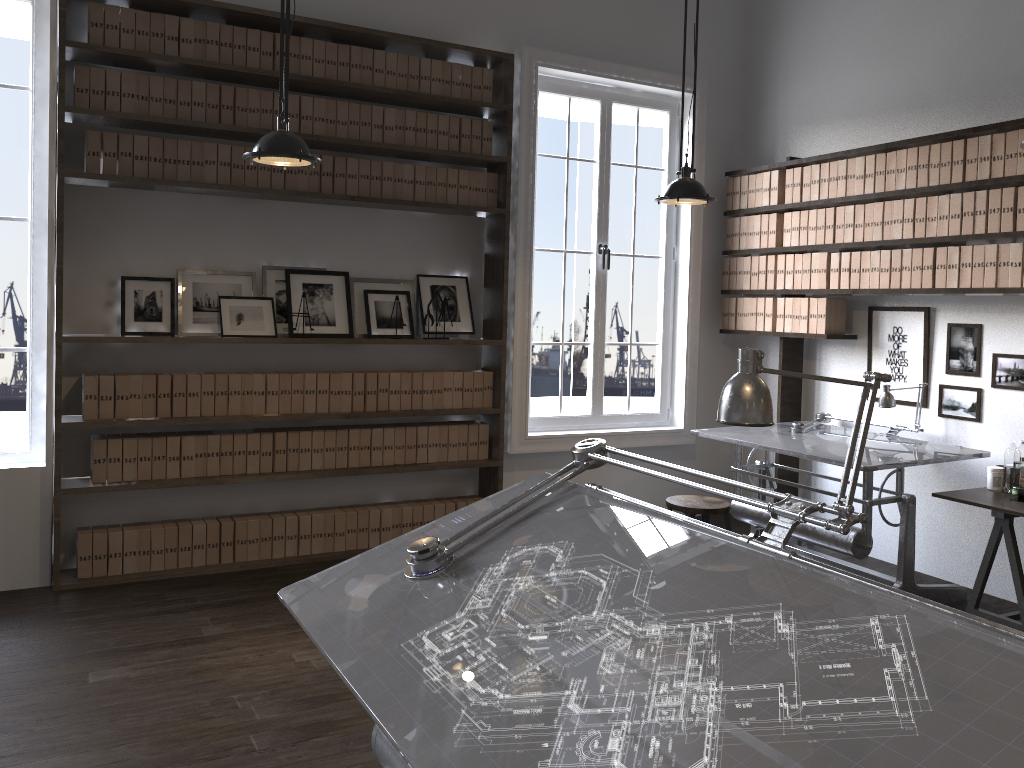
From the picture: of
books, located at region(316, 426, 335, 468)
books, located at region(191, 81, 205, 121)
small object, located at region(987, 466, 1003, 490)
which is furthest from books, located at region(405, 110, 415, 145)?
small object, located at region(987, 466, 1003, 490)

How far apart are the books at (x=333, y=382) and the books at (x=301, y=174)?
1.0 meters

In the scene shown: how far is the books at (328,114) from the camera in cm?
490

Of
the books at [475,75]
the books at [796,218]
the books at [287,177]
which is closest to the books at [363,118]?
the books at [287,177]

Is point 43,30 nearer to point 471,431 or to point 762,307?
point 471,431

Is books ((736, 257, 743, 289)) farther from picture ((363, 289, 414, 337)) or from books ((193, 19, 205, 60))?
books ((193, 19, 205, 60))

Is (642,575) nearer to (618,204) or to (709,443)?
(709,443)

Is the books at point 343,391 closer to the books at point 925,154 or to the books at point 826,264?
the books at point 826,264

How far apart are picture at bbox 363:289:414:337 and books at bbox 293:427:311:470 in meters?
0.7

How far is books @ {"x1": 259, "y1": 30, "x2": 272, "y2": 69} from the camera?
4.7m
